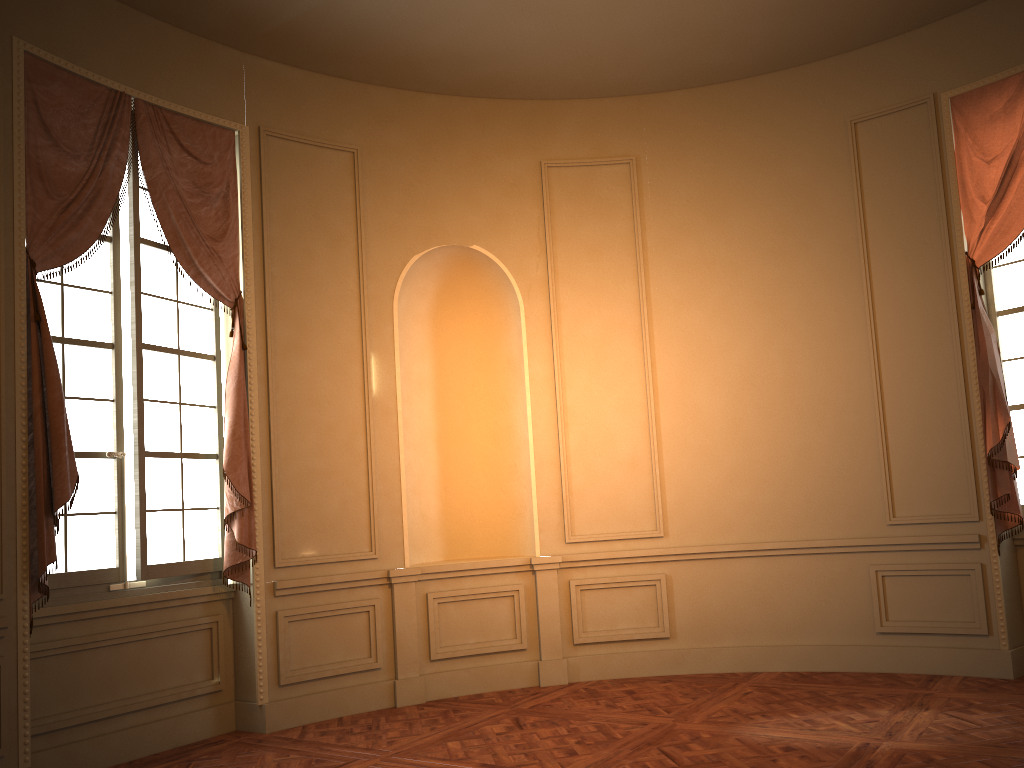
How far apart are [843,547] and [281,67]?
4.95m

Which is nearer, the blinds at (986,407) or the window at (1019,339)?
the blinds at (986,407)

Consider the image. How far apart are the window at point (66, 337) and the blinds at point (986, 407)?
4.74m

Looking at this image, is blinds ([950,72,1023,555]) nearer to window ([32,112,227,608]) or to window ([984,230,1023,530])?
window ([984,230,1023,530])

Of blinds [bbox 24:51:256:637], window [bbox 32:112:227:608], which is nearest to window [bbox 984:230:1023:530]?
blinds [bbox 24:51:256:637]

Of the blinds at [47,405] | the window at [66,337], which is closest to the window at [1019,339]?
the blinds at [47,405]

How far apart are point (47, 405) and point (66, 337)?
0.61m

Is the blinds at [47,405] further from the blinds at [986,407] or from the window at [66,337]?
the blinds at [986,407]

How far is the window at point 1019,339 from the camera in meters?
5.7 m

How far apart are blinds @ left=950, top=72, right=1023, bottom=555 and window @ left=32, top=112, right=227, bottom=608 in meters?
4.7
